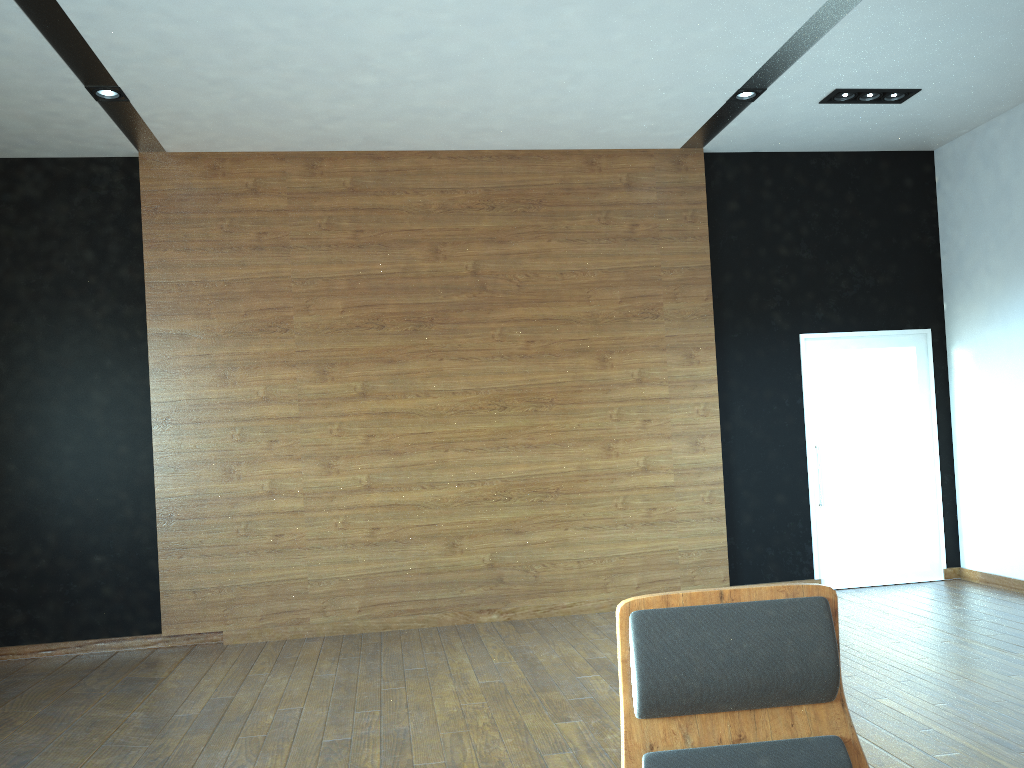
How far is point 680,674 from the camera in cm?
148

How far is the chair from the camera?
1.48m

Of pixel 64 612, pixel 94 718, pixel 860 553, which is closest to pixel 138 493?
pixel 64 612

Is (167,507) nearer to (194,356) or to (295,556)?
(295,556)

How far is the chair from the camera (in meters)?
1.48
